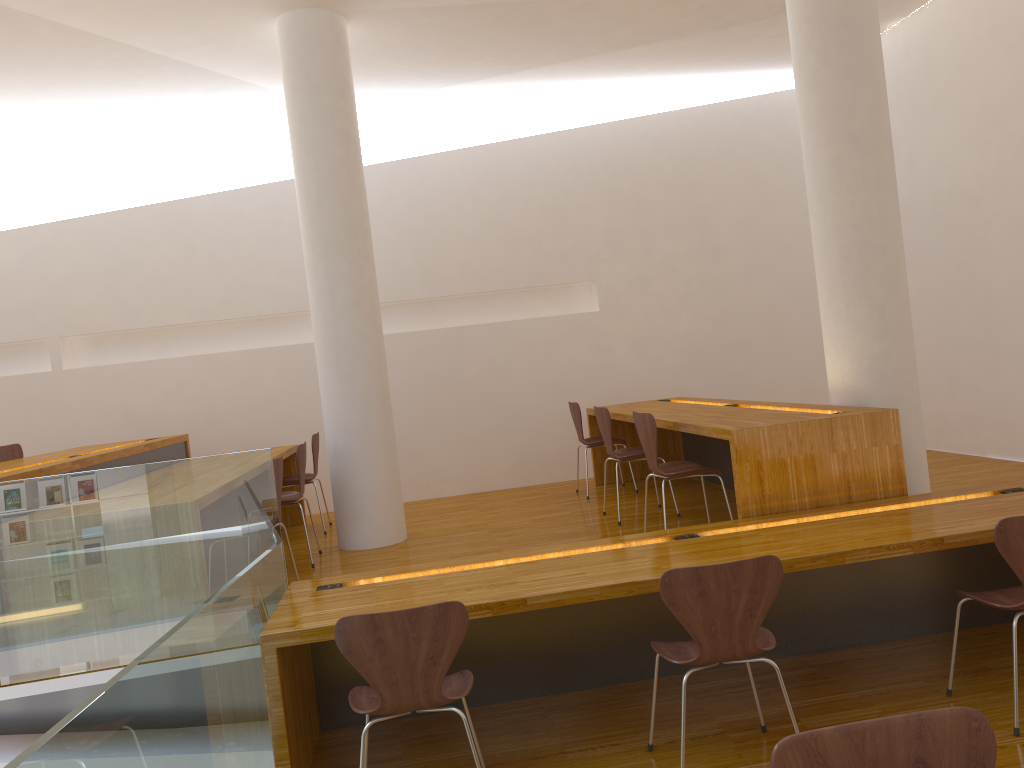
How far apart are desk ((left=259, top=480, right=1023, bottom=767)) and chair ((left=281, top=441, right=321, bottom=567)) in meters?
1.6 m

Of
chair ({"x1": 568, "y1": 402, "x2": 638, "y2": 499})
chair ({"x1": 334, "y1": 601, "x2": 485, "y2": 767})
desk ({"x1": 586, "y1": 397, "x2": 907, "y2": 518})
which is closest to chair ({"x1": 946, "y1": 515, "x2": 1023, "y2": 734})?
desk ({"x1": 586, "y1": 397, "x2": 907, "y2": 518})

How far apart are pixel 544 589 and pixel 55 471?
2.5m

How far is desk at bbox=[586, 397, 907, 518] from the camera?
3.8 meters

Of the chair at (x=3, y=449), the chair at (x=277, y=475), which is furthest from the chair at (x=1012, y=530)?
the chair at (x=3, y=449)

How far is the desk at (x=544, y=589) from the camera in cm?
296

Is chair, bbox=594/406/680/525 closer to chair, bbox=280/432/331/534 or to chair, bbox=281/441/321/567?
chair, bbox=281/441/321/567

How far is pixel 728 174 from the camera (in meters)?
7.56

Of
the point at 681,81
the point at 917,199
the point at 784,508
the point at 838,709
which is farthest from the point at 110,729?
the point at 681,81

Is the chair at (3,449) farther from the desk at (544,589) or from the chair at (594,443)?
the chair at (594,443)
